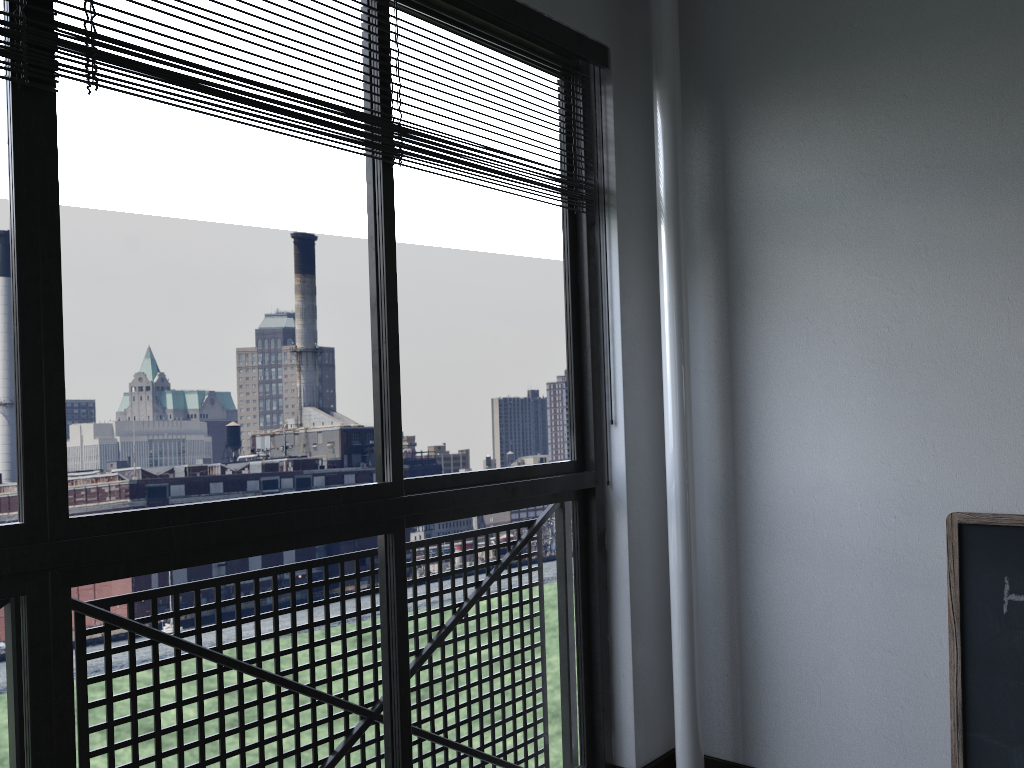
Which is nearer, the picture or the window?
the window

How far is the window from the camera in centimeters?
134cm

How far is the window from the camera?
1.34m

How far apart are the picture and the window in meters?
0.9 m

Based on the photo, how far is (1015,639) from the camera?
1.96m

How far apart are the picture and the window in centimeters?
85cm

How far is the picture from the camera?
1.96m
